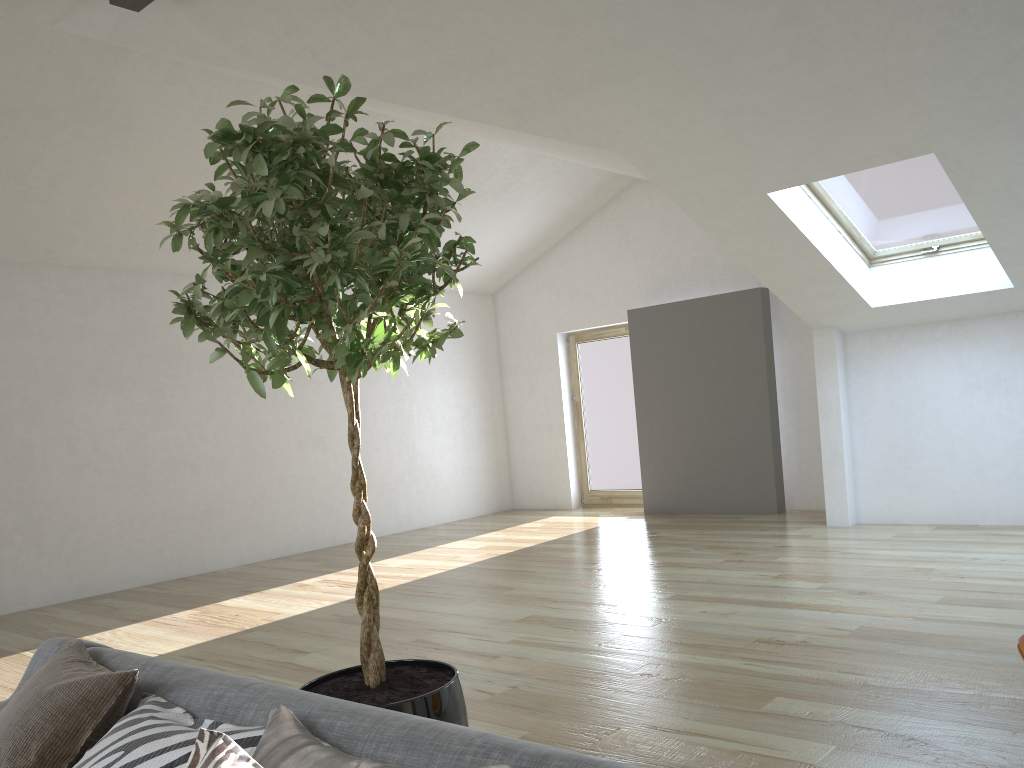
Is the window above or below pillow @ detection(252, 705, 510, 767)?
above

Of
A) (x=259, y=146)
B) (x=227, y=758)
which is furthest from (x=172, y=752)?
(x=259, y=146)

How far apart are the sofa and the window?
5.3m

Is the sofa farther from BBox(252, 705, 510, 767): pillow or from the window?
the window

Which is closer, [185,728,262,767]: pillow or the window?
[185,728,262,767]: pillow

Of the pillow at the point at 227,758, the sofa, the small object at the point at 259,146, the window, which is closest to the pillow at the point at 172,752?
the sofa

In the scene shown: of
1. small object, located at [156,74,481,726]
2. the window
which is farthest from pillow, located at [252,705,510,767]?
the window

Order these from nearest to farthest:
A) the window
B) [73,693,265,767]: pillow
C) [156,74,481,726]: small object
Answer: [73,693,265,767]: pillow, [156,74,481,726]: small object, the window

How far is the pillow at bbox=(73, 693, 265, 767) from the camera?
1.6 meters

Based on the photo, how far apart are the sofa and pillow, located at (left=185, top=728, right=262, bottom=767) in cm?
20
